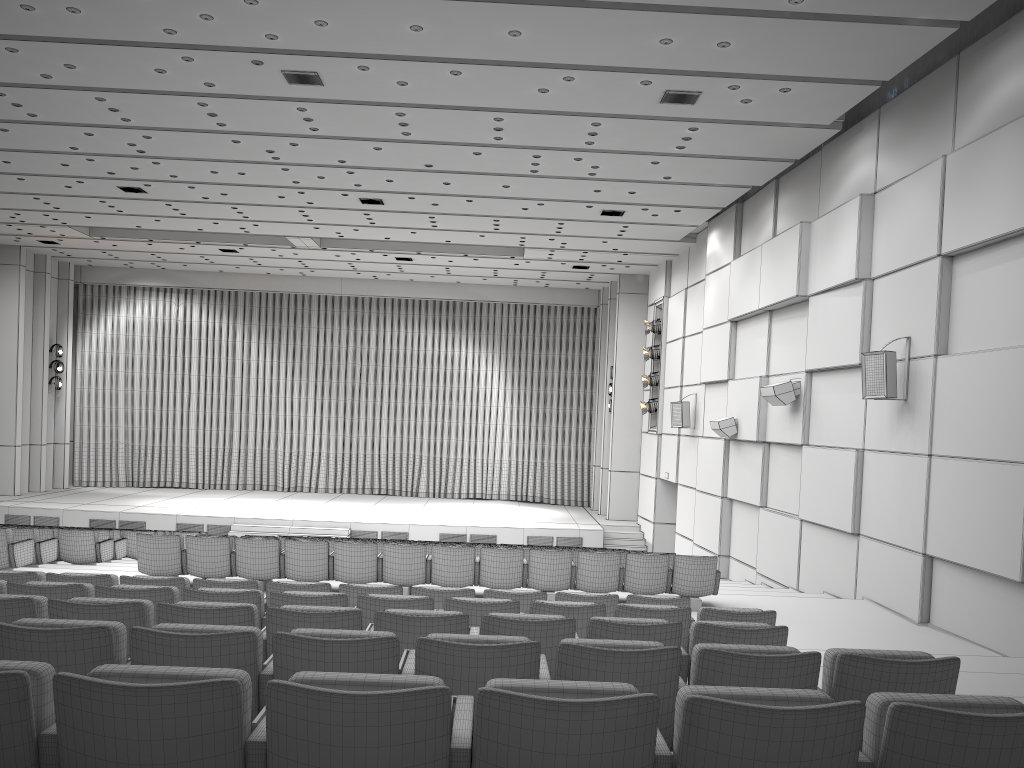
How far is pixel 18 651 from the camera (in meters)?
3.30

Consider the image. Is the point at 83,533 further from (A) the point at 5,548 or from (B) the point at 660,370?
(B) the point at 660,370

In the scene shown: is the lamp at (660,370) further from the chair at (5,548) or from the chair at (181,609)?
the chair at (181,609)

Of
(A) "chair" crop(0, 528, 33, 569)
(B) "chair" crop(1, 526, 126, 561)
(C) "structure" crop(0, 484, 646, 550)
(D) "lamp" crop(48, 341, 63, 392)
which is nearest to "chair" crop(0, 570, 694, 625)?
(A) "chair" crop(0, 528, 33, 569)

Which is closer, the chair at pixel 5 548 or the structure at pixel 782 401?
the chair at pixel 5 548

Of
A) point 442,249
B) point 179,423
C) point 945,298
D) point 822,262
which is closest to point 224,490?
point 179,423

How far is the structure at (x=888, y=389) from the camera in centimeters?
1008cm

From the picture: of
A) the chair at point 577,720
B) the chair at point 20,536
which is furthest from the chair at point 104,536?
the chair at point 577,720

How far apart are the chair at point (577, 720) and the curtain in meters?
24.5 m

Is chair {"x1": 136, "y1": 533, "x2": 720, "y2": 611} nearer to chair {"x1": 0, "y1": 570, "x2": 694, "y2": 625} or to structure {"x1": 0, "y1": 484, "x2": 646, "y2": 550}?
chair {"x1": 0, "y1": 570, "x2": 694, "y2": 625}
